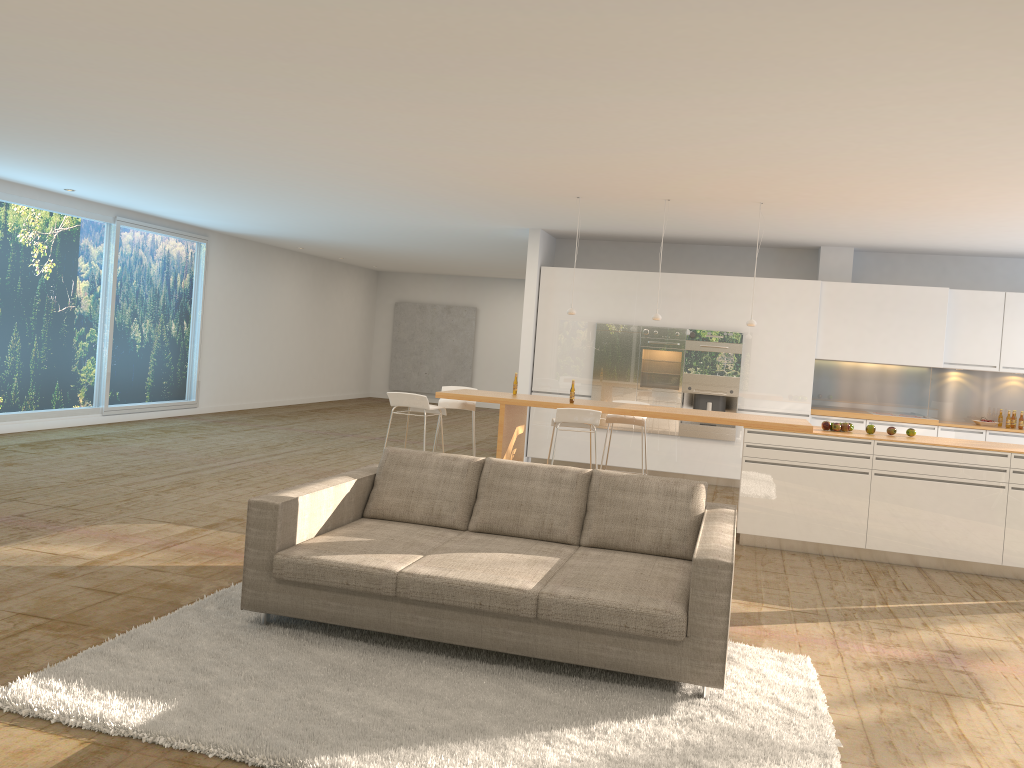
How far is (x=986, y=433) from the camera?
10.2 meters

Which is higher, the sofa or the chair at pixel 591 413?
the chair at pixel 591 413

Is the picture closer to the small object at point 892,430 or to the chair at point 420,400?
the chair at point 420,400

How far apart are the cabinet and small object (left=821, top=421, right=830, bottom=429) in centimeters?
302cm

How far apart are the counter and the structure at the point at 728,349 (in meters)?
2.93

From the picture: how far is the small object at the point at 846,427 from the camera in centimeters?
754cm

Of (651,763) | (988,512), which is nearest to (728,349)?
(988,512)

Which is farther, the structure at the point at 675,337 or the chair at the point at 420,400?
the structure at the point at 675,337

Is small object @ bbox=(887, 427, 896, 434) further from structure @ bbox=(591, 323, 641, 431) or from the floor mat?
structure @ bbox=(591, 323, 641, 431)

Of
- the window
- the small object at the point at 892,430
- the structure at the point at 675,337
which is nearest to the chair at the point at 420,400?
the structure at the point at 675,337
